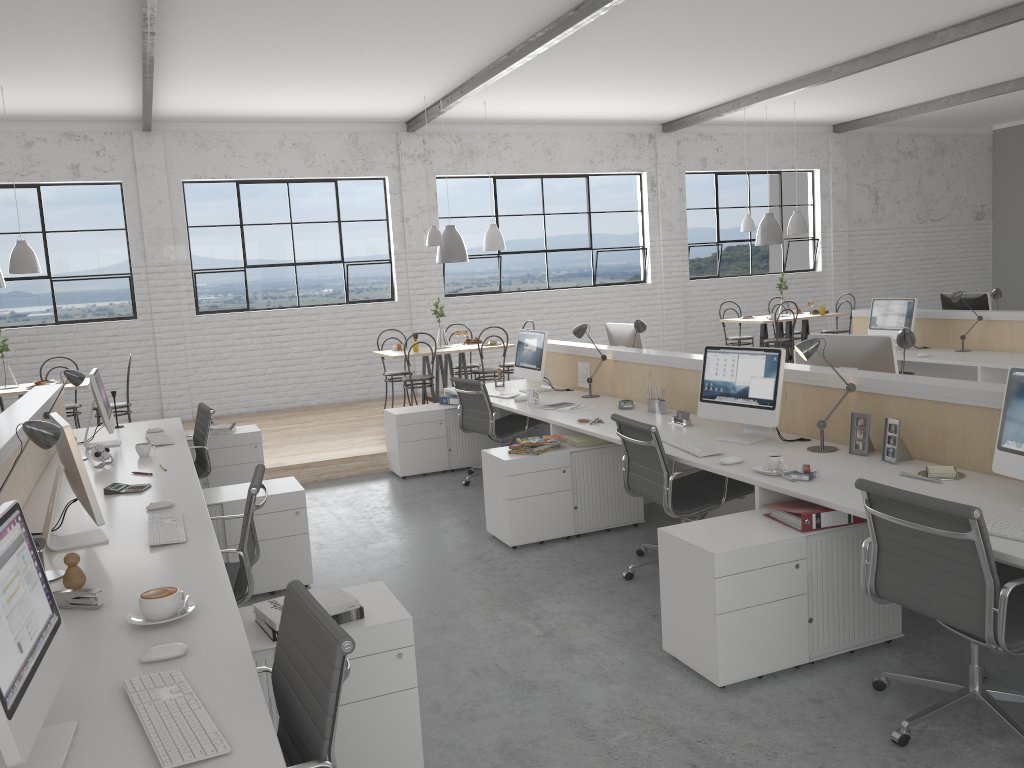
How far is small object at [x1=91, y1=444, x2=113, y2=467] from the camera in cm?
375

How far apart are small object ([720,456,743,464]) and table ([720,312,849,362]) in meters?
5.1

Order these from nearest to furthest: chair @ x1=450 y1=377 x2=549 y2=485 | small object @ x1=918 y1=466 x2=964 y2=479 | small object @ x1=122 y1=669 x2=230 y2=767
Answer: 1. small object @ x1=122 y1=669 x2=230 y2=767
2. small object @ x1=918 y1=466 x2=964 y2=479
3. chair @ x1=450 y1=377 x2=549 y2=485

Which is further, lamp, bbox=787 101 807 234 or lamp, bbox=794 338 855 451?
lamp, bbox=787 101 807 234

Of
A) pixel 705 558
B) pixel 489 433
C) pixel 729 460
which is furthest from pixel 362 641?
pixel 489 433

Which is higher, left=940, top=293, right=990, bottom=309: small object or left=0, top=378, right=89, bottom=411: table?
left=940, top=293, right=990, bottom=309: small object

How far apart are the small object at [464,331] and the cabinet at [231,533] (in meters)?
3.60

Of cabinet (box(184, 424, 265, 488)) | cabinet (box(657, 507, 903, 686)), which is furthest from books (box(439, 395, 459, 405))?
cabinet (box(657, 507, 903, 686))

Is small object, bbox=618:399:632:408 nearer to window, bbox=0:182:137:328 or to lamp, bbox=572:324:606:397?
lamp, bbox=572:324:606:397

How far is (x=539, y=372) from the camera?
5.2 meters
